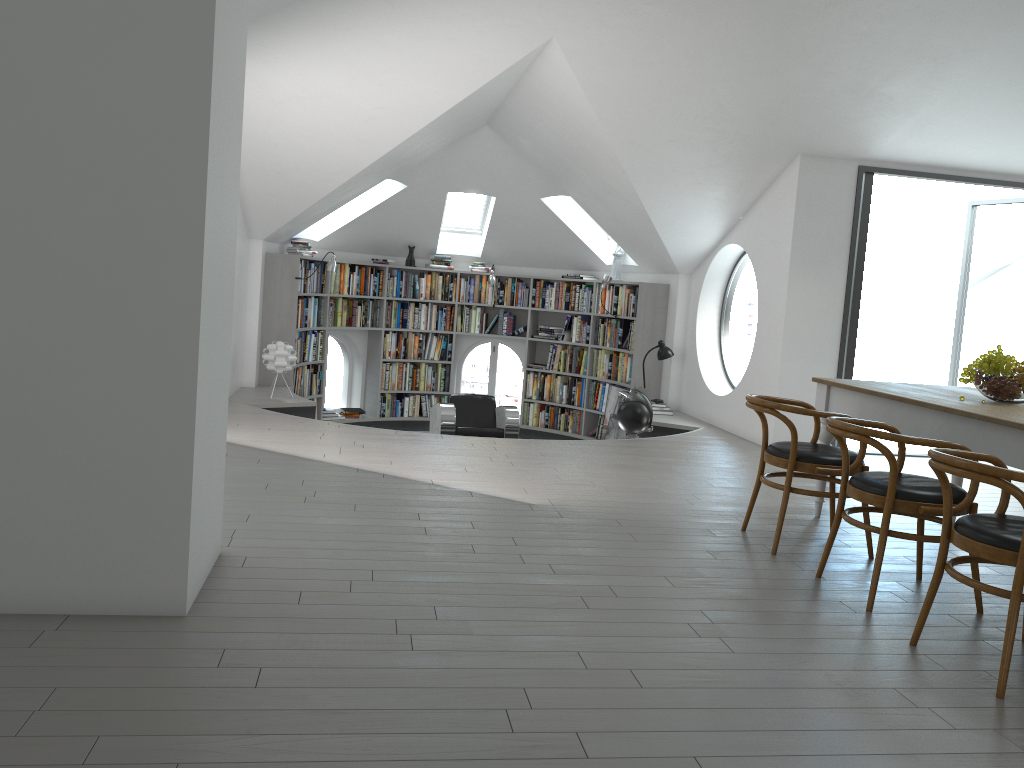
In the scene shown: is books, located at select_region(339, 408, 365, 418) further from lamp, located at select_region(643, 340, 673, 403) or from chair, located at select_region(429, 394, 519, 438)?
lamp, located at select_region(643, 340, 673, 403)

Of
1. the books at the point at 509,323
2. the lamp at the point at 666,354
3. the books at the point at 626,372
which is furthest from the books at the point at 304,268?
the lamp at the point at 666,354

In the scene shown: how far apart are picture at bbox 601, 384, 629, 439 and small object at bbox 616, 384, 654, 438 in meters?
1.8

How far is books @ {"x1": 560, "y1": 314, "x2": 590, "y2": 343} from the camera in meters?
10.7

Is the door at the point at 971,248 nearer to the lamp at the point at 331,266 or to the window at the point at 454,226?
the window at the point at 454,226

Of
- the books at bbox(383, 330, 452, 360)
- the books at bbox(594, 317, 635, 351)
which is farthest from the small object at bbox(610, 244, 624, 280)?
the books at bbox(383, 330, 452, 360)

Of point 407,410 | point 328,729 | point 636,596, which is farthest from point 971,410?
point 407,410

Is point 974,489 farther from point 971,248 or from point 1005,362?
point 971,248

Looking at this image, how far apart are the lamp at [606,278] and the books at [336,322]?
1.77m

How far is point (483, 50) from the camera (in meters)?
5.98
